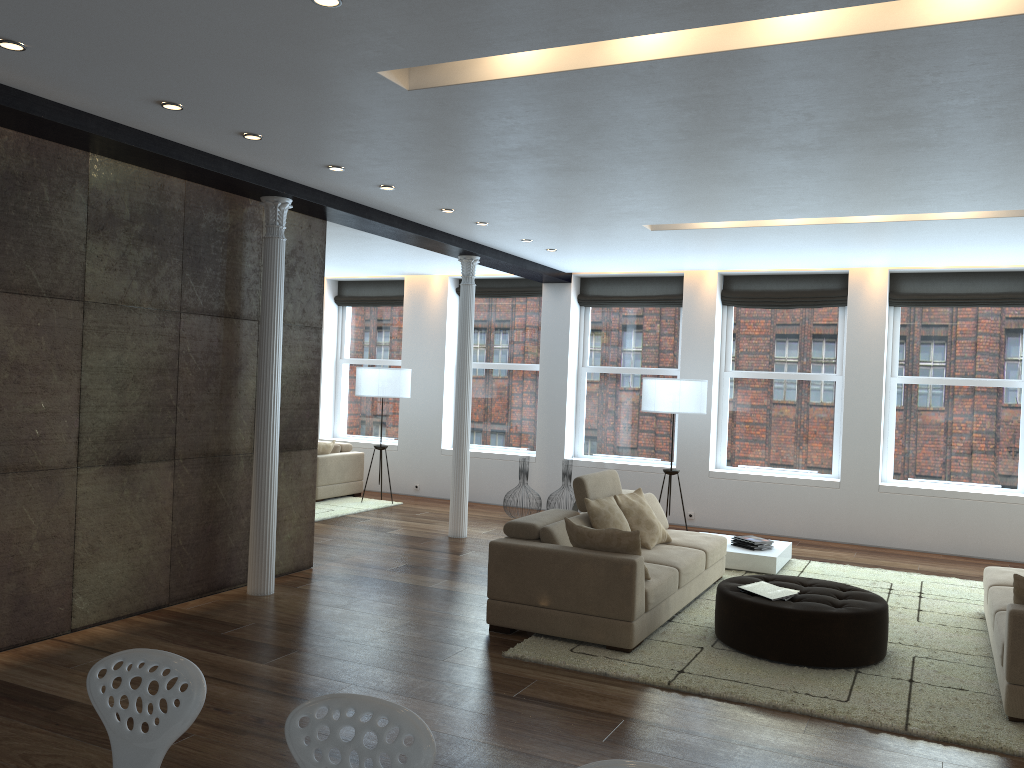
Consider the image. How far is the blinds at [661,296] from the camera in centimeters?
1086cm

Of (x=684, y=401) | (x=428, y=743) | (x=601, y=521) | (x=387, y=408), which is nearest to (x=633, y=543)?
(x=601, y=521)

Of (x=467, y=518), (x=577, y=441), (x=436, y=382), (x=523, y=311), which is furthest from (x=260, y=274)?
(x=577, y=441)

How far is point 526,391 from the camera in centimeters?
1178cm

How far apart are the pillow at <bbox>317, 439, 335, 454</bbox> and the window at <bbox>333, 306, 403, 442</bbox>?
1.4m

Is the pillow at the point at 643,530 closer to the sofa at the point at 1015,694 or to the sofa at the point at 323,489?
the sofa at the point at 1015,694

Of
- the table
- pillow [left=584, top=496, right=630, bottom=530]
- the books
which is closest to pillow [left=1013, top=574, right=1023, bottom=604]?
the books

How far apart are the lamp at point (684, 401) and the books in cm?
375

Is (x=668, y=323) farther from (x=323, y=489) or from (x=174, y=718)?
(x=174, y=718)

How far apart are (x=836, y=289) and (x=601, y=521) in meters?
5.3
